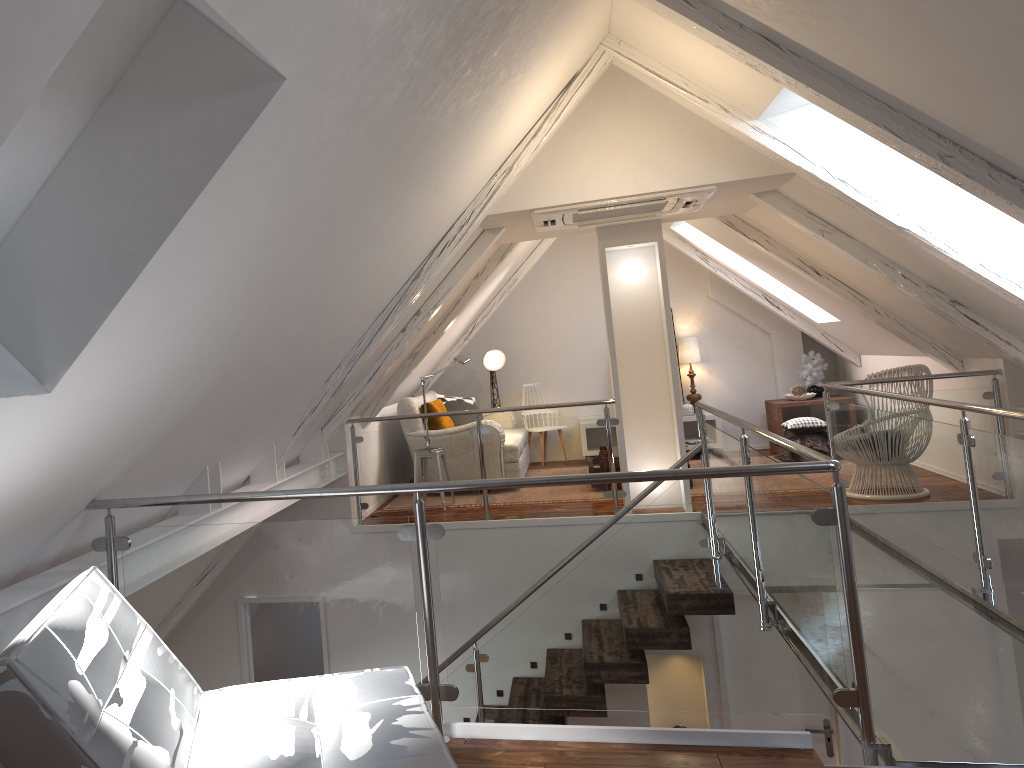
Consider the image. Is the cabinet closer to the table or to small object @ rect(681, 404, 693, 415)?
small object @ rect(681, 404, 693, 415)

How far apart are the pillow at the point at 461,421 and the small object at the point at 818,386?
3.12m

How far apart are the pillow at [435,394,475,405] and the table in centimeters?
279cm

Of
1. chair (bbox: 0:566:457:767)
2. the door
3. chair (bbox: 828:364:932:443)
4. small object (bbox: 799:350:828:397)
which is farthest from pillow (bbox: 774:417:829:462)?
chair (bbox: 0:566:457:767)

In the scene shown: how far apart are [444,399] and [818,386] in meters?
3.5 m

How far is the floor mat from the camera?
6.40m

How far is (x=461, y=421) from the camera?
7.77m

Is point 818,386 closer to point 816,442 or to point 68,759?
point 816,442

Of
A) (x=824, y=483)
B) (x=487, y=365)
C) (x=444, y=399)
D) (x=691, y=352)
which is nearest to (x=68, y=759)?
(x=824, y=483)

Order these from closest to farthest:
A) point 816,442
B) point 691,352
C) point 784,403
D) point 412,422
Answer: point 412,422 → point 816,442 → point 784,403 → point 691,352
